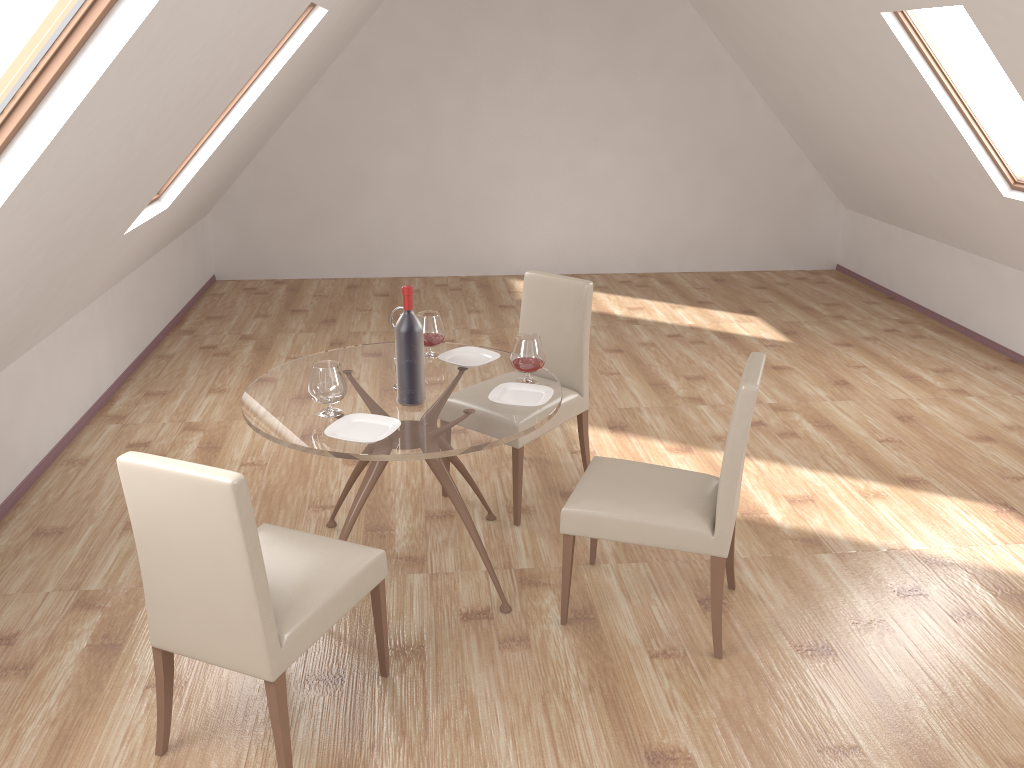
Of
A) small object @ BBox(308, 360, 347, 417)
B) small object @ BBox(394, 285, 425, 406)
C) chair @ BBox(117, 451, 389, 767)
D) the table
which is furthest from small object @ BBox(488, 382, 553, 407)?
chair @ BBox(117, 451, 389, 767)

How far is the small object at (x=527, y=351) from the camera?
3.4m

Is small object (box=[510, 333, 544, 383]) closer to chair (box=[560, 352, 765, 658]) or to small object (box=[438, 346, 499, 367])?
small object (box=[438, 346, 499, 367])

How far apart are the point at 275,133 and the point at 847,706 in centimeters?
672cm

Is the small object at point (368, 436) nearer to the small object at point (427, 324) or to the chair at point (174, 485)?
the chair at point (174, 485)

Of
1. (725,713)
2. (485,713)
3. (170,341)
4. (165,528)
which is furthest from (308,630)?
(170,341)

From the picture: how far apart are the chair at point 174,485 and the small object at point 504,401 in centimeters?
73cm

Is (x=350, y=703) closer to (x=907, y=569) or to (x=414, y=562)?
Answer: (x=414, y=562)

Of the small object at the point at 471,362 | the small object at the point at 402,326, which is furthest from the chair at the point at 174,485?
the small object at the point at 471,362

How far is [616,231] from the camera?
8.43m
